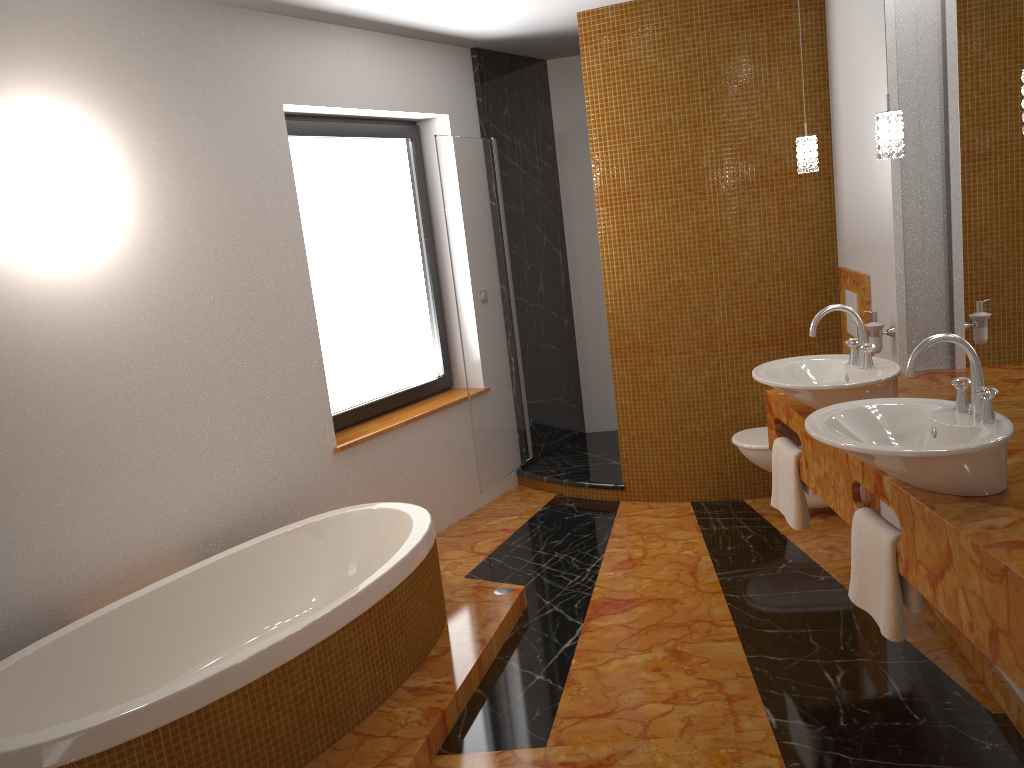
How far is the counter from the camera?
1.73m

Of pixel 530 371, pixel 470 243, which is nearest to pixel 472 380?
pixel 470 243

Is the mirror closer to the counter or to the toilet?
the counter

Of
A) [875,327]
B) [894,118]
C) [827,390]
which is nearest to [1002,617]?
[827,390]

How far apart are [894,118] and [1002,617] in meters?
1.5 m

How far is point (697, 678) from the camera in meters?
2.9 m

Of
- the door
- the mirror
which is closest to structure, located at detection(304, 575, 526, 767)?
the door

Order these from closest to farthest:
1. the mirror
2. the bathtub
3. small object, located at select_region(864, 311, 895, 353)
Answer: the bathtub, the mirror, small object, located at select_region(864, 311, 895, 353)

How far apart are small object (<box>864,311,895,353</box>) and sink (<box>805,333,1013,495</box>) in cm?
111

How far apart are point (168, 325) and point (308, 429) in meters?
0.8
